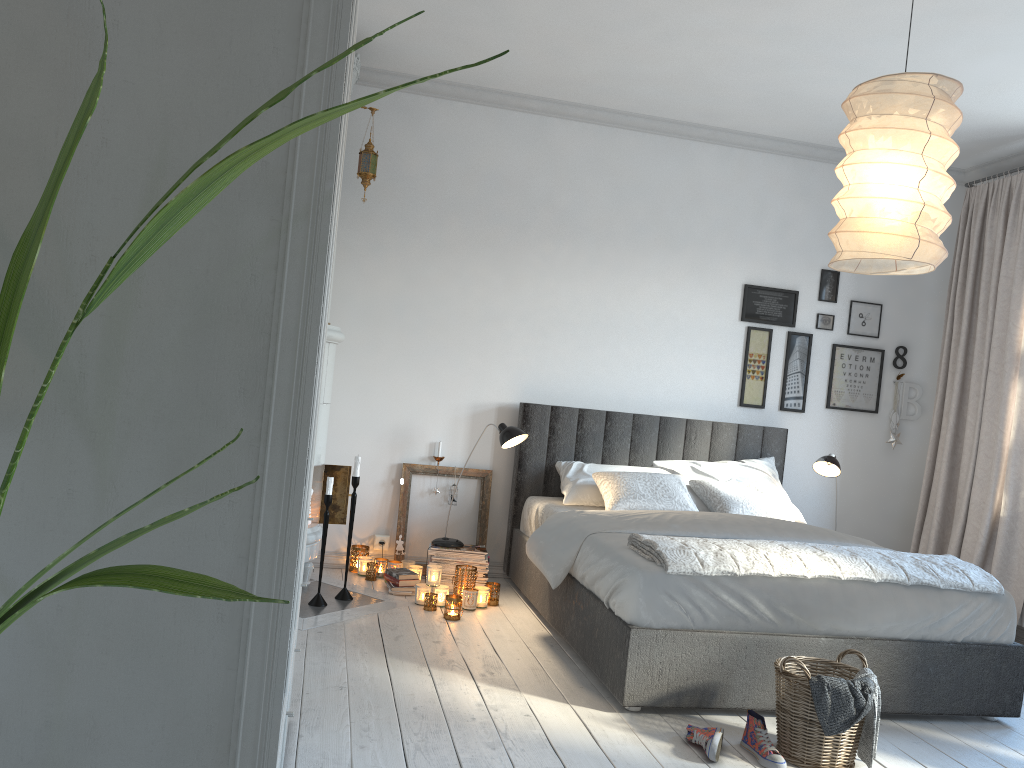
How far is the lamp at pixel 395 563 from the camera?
4.86m

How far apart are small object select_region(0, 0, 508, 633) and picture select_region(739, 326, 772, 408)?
4.8 meters

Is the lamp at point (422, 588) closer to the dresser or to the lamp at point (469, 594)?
the lamp at point (469, 594)

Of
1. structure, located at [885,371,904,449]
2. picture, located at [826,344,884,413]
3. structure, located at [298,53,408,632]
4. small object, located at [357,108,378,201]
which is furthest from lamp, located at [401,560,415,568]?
structure, located at [885,371,904,449]

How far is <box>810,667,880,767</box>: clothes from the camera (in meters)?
2.79

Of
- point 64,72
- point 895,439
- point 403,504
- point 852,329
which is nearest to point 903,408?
point 895,439

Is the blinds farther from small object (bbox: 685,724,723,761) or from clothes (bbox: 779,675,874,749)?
small object (bbox: 685,724,723,761)

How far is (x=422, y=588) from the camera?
4.4 meters

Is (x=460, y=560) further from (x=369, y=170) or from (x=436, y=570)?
(x=369, y=170)

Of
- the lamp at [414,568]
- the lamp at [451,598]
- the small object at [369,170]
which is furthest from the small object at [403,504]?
the small object at [369,170]
